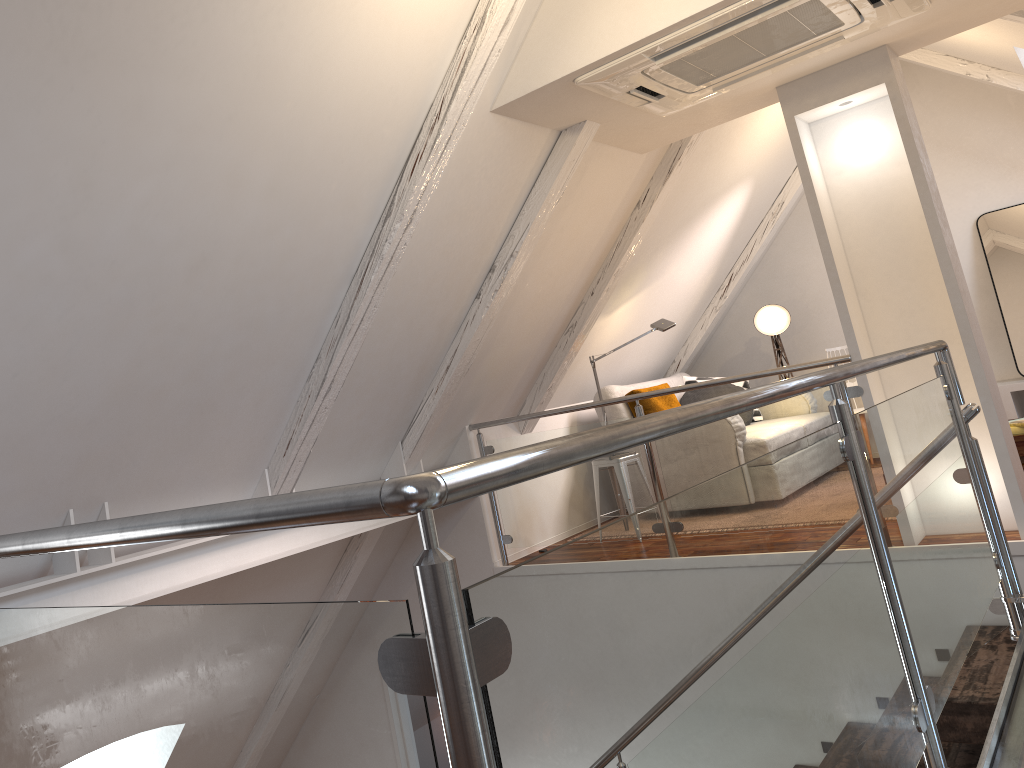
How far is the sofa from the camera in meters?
5.4

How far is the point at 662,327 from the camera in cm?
506

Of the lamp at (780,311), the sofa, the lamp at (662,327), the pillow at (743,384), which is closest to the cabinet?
the lamp at (780,311)

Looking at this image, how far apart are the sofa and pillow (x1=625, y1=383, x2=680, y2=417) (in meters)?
0.04

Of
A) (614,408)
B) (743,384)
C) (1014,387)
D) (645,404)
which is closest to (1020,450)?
(1014,387)

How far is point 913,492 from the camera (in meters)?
2.01

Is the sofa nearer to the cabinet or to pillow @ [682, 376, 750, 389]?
pillow @ [682, 376, 750, 389]

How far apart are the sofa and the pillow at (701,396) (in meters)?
0.14

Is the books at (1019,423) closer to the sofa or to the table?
the table

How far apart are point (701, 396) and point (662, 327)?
1.1 meters
